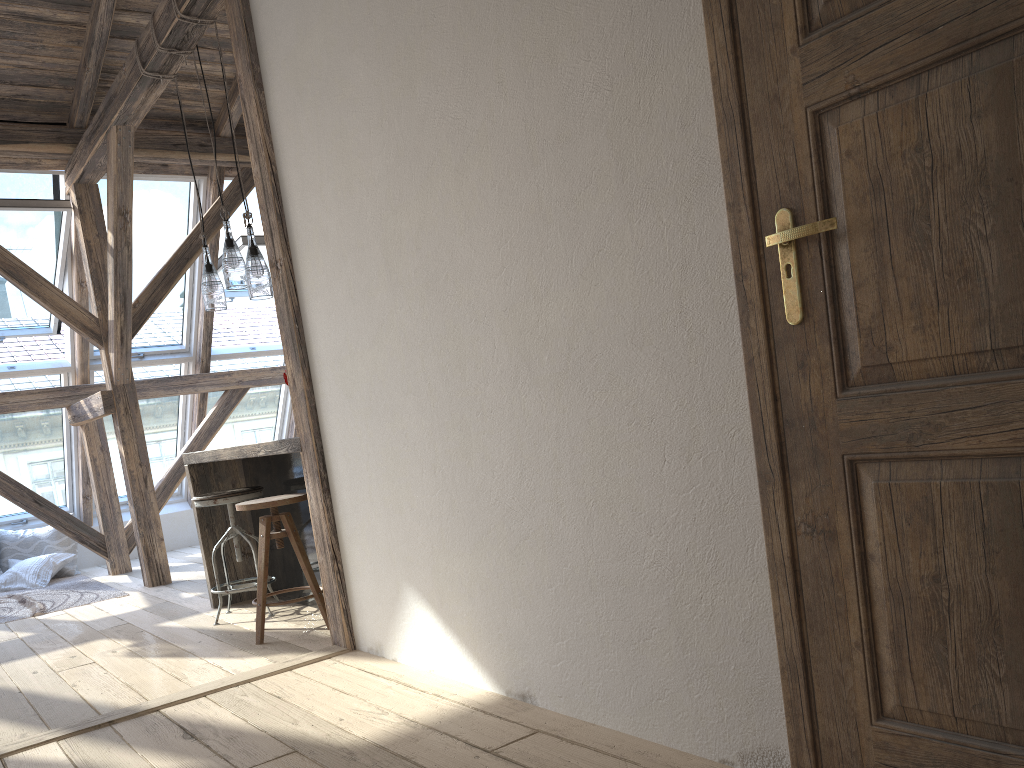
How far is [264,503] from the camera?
3.7m

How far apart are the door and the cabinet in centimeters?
289cm

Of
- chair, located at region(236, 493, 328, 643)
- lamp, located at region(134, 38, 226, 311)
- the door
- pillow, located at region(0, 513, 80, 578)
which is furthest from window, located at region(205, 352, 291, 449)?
the door

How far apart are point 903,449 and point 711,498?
0.4m

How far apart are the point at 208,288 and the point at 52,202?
2.22m

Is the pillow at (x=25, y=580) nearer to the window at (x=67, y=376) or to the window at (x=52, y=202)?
the window at (x=67, y=376)

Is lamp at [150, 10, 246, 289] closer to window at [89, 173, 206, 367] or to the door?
window at [89, 173, 206, 367]

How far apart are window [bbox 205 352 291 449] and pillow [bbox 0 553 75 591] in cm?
158

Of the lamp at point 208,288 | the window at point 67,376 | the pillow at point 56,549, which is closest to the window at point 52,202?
the window at point 67,376

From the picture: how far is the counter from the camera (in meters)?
3.89
